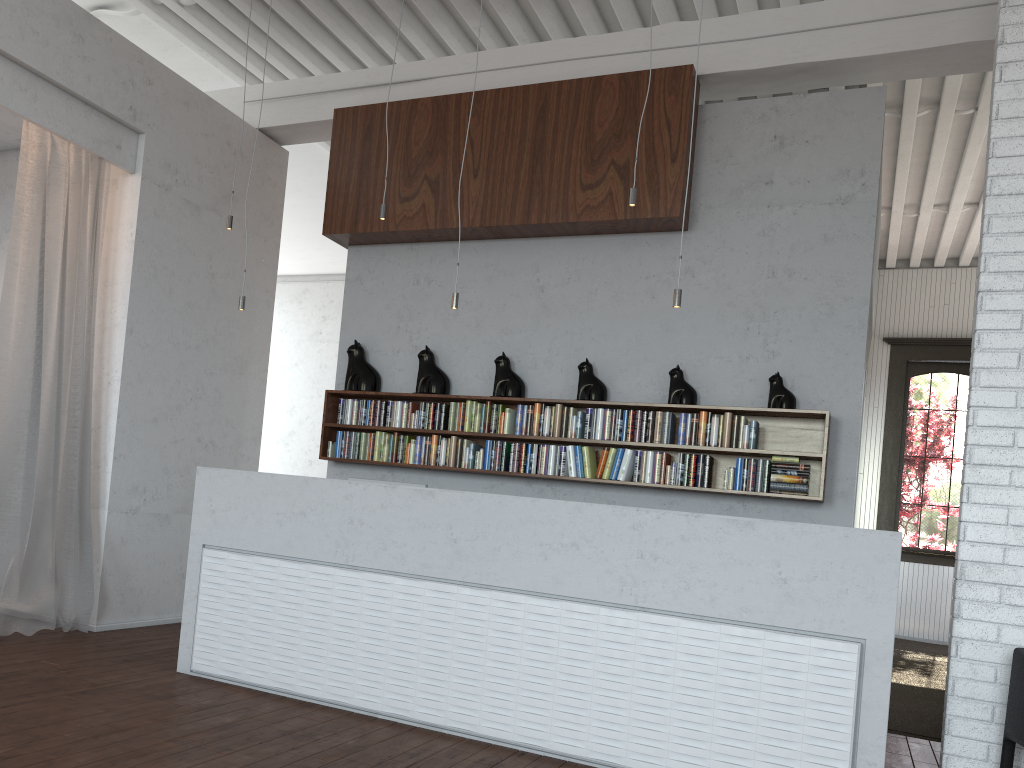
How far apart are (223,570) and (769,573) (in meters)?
2.71
